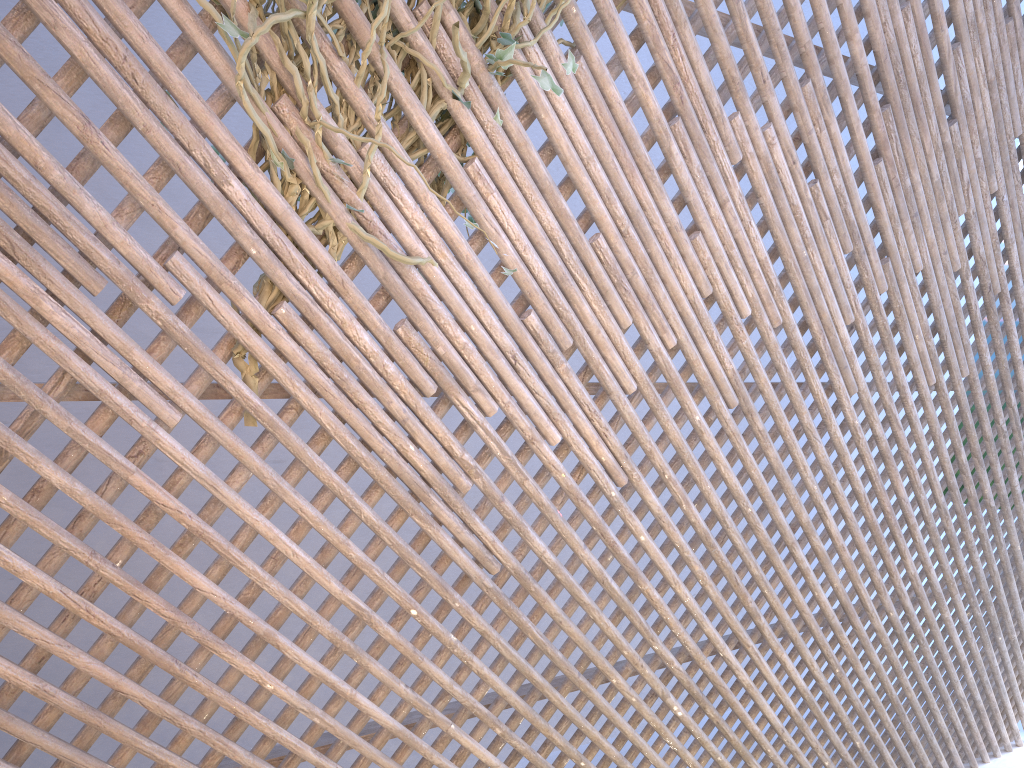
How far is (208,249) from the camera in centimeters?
153cm

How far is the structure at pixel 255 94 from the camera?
1.5m

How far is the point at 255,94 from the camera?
1.5 meters

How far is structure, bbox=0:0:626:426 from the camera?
1.55m
